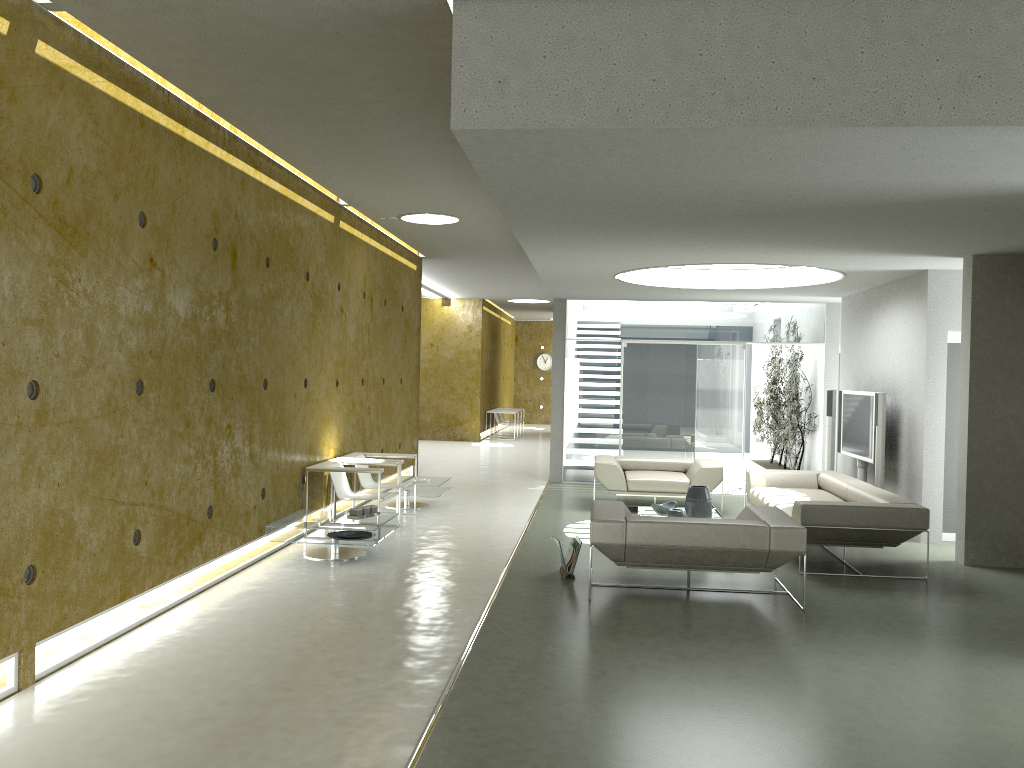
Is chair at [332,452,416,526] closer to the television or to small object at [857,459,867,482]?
the television

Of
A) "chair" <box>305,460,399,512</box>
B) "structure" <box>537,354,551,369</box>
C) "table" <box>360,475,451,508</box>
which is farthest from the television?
"structure" <box>537,354,551,369</box>

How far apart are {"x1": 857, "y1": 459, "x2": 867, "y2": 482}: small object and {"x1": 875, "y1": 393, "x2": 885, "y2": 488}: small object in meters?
1.1 m

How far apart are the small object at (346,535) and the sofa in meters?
3.7 m

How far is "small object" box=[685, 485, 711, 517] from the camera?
8.63m

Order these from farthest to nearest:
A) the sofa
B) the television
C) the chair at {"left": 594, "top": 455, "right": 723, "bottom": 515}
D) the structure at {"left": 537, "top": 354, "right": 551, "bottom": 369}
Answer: the structure at {"left": 537, "top": 354, "right": 551, "bottom": 369}
the chair at {"left": 594, "top": 455, "right": 723, "bottom": 515}
the television
the sofa

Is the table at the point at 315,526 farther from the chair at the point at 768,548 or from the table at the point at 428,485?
the table at the point at 428,485

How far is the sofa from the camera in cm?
715

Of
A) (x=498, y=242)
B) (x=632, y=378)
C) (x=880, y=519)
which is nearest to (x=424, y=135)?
(x=880, y=519)

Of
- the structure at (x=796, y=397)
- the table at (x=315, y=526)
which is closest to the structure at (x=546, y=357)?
the structure at (x=796, y=397)
